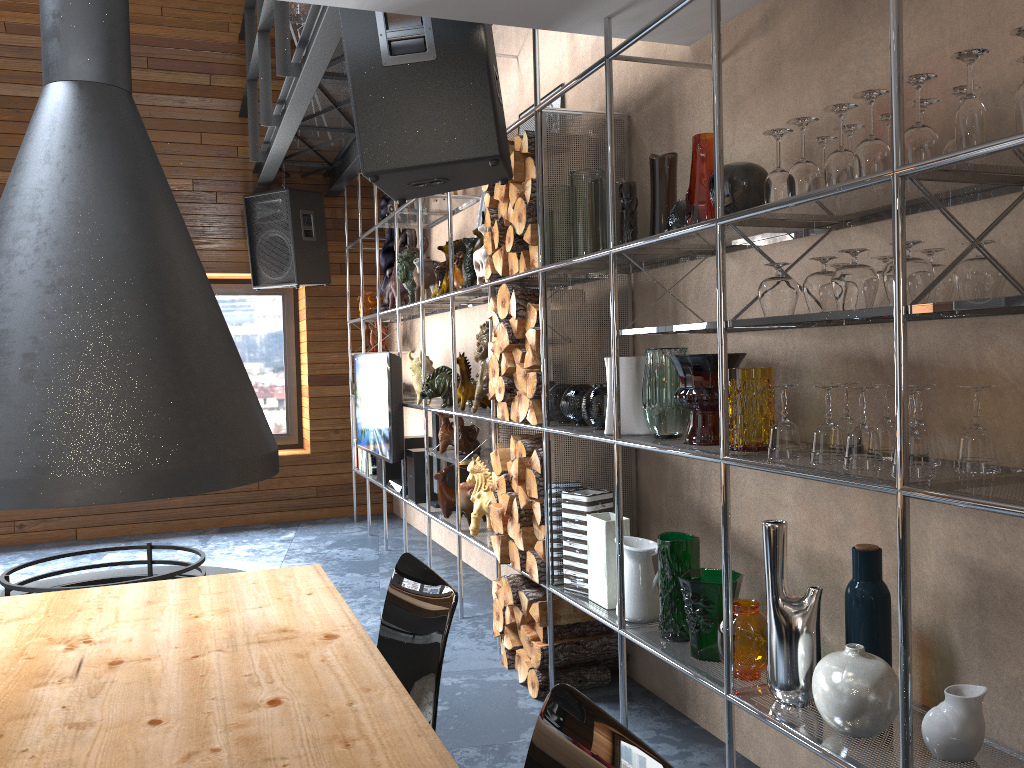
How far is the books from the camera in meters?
6.7 m

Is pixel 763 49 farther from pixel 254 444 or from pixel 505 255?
pixel 254 444

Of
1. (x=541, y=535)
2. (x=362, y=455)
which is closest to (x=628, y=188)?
(x=541, y=535)

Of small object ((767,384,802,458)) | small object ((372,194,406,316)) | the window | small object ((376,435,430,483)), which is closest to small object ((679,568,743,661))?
small object ((767,384,802,458))

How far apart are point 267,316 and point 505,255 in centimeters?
439cm

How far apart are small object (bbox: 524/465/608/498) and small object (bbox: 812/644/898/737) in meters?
1.4

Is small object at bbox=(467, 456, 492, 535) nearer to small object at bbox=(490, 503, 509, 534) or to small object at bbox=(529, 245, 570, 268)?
small object at bbox=(490, 503, 509, 534)

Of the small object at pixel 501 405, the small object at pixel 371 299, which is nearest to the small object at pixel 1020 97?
the small object at pixel 501 405

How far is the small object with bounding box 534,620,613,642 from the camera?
3.3 meters

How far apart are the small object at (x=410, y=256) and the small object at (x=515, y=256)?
1.75m
